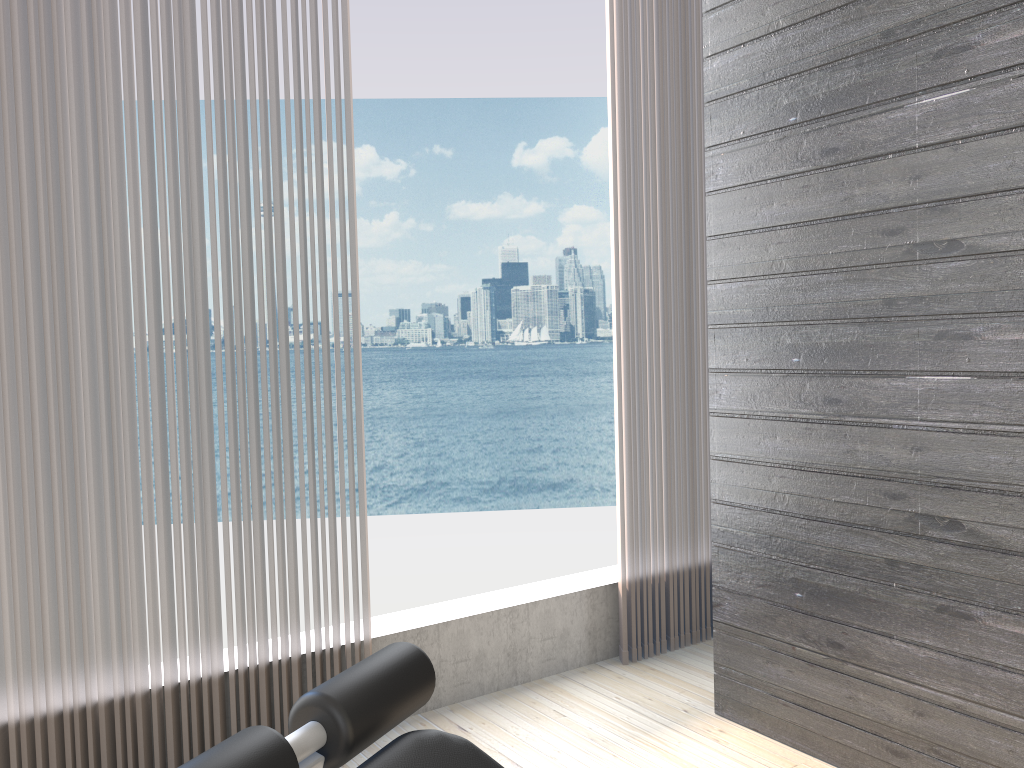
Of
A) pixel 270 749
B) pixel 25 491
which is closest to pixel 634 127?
pixel 25 491

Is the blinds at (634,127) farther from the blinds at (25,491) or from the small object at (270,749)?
the small object at (270,749)

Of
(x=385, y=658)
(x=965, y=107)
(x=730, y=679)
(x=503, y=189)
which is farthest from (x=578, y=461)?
(x=385, y=658)

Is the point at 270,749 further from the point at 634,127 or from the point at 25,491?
the point at 634,127

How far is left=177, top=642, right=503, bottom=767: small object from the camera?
0.81m

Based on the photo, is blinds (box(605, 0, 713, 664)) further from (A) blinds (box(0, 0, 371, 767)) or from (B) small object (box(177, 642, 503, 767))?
(B) small object (box(177, 642, 503, 767))

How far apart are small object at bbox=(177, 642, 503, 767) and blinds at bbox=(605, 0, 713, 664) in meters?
2.0

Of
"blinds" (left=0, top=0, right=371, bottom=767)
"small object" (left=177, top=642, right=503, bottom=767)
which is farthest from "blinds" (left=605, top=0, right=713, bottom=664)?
"small object" (left=177, top=642, right=503, bottom=767)

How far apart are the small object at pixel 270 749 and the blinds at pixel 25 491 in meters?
1.3

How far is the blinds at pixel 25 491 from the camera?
2.0m
